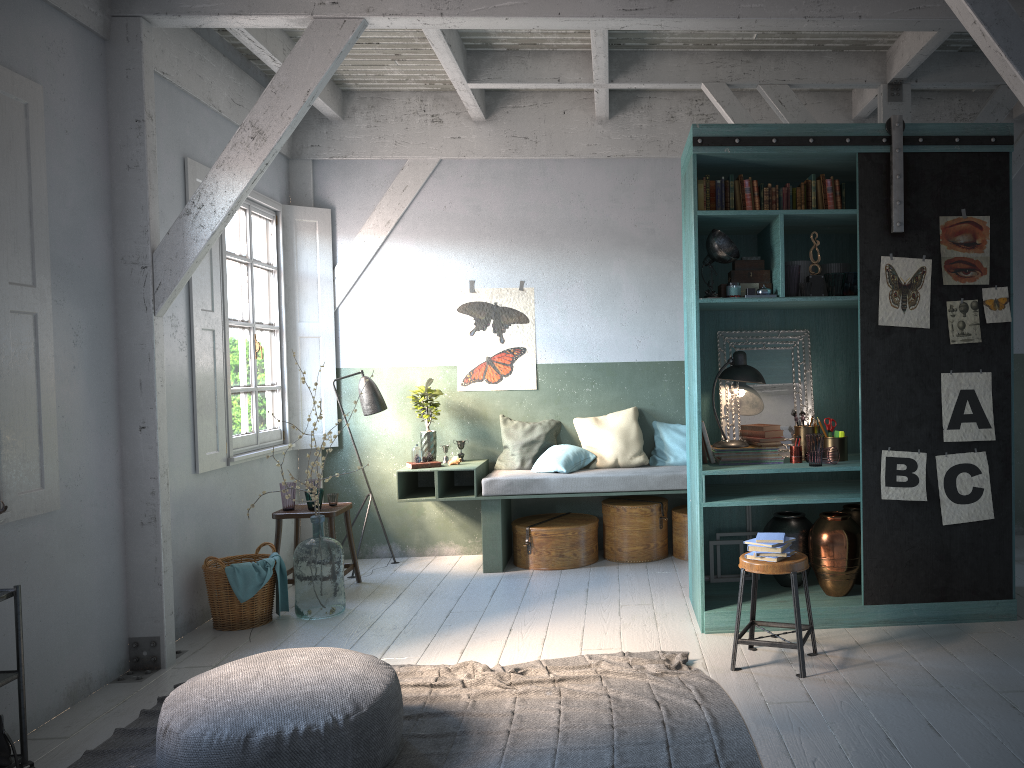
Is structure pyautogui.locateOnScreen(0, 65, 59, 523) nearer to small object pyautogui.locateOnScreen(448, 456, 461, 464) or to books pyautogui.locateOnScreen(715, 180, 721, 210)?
small object pyautogui.locateOnScreen(448, 456, 461, 464)

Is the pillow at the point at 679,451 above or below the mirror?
below

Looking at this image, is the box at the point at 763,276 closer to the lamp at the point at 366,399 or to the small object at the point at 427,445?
the small object at the point at 427,445

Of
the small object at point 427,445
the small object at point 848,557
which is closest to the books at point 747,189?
the small object at point 848,557

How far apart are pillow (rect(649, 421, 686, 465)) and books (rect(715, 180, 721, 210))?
3.01m

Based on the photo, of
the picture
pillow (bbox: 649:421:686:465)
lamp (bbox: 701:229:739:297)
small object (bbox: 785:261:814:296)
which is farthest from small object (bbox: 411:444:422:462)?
small object (bbox: 785:261:814:296)

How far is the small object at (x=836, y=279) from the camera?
5.6m

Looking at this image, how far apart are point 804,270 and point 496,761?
3.65m

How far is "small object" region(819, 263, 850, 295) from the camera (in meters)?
5.93

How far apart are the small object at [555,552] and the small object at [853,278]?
3.2 meters
